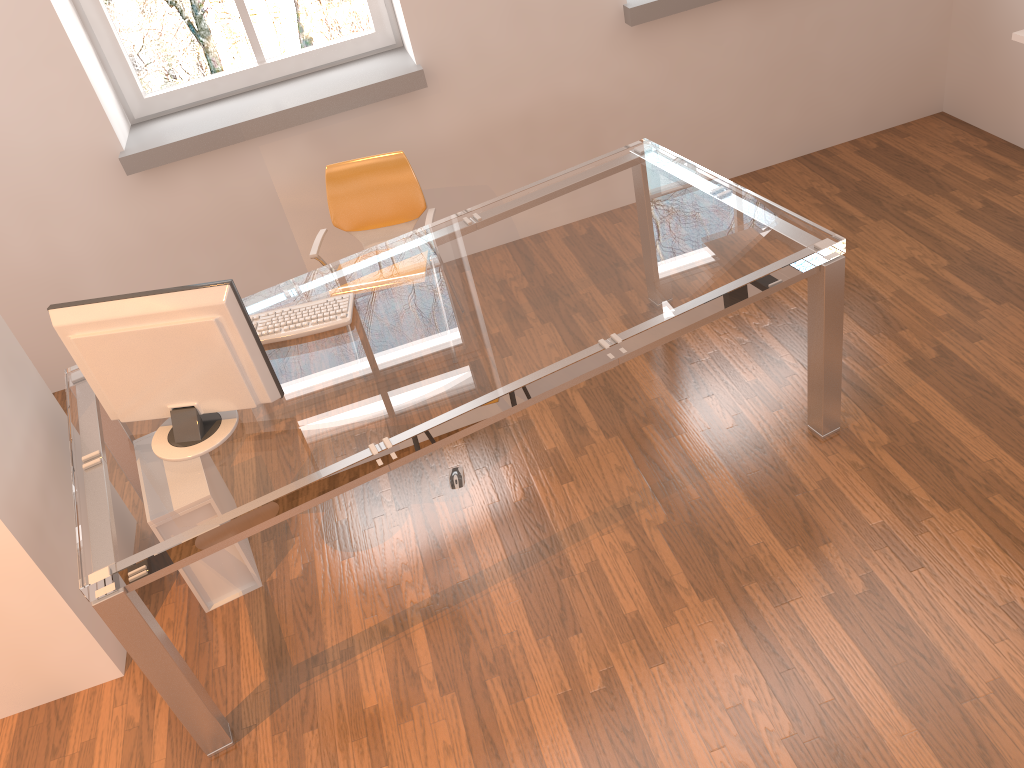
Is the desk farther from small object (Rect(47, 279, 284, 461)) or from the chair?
the chair

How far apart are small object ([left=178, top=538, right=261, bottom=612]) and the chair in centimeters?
115cm

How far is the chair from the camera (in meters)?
3.62

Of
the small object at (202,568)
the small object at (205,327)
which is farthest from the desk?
the small object at (202,568)

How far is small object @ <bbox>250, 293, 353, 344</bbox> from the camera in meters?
2.7 m

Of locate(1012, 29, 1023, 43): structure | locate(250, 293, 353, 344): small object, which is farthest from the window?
locate(1012, 29, 1023, 43): structure

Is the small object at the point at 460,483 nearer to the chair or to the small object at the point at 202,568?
the small object at the point at 202,568

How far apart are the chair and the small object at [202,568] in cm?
115

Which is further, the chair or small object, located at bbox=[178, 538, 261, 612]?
the chair

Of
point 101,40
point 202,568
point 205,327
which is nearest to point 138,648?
point 202,568
